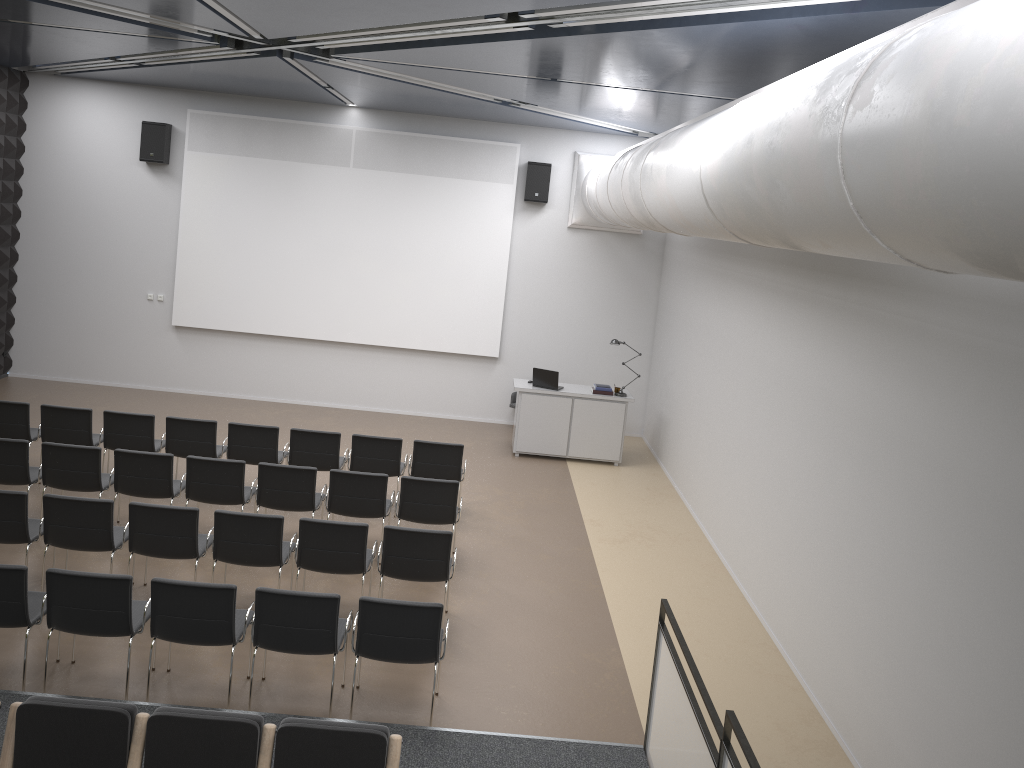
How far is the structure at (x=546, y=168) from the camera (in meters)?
13.57

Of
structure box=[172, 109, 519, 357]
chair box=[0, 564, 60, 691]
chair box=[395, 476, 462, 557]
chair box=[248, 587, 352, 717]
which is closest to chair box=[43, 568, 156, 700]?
chair box=[0, 564, 60, 691]

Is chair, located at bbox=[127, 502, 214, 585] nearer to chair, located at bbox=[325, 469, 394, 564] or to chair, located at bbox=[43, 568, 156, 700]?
chair, located at bbox=[43, 568, 156, 700]

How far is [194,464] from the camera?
8.4m

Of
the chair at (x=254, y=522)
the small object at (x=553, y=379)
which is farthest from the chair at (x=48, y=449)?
the small object at (x=553, y=379)

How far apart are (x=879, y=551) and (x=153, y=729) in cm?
466

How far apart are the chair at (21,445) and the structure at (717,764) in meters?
6.2 m

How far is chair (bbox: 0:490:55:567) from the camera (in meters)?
7.04

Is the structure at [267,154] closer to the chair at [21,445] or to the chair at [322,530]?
the chair at [21,445]

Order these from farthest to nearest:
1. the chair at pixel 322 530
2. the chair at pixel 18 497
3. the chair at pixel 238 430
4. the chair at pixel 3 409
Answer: the chair at pixel 238 430
the chair at pixel 3 409
the chair at pixel 322 530
the chair at pixel 18 497
